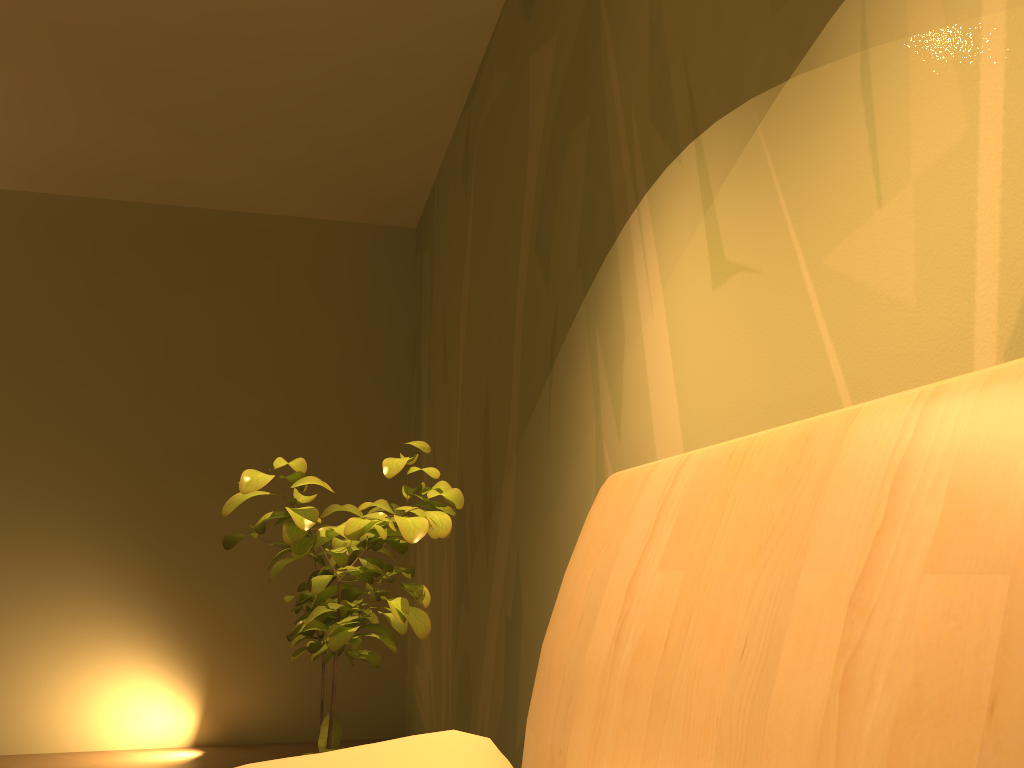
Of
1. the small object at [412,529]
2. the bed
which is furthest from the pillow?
the small object at [412,529]

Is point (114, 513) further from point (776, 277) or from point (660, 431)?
point (776, 277)

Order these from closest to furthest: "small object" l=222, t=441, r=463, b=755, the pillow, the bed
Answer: the bed < the pillow < "small object" l=222, t=441, r=463, b=755

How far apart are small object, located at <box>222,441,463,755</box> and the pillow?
0.27m

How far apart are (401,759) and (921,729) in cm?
48

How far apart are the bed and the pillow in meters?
0.1 m

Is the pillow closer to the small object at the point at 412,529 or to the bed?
the bed

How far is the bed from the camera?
0.6 meters

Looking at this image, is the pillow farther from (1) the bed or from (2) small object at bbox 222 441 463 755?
(2) small object at bbox 222 441 463 755

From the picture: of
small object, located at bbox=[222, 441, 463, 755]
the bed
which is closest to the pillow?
the bed
